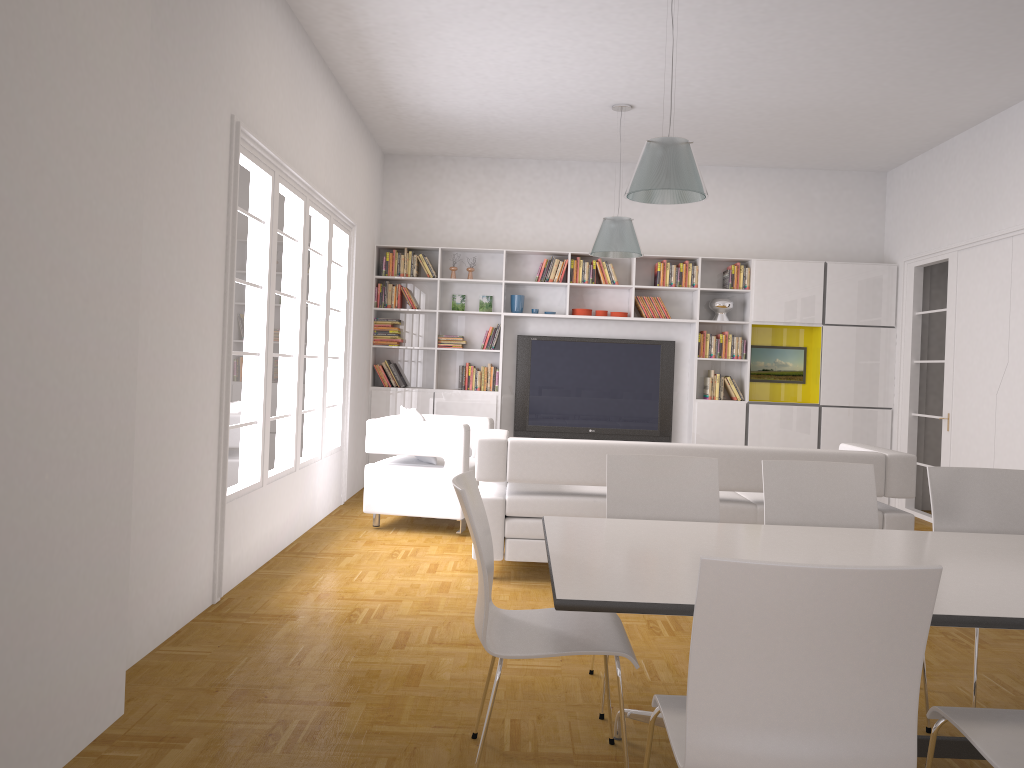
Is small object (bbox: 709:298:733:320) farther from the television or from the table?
the table

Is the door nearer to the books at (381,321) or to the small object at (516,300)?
the small object at (516,300)

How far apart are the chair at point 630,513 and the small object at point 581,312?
5.42m

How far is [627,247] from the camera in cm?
722

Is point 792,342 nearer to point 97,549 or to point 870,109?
point 870,109

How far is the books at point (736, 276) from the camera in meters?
9.1

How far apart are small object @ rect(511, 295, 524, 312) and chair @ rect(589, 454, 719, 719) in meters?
5.5 m

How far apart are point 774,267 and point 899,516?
4.3 meters

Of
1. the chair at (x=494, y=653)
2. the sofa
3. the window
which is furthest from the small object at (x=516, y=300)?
the chair at (x=494, y=653)

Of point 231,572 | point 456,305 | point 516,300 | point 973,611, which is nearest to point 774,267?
point 516,300
